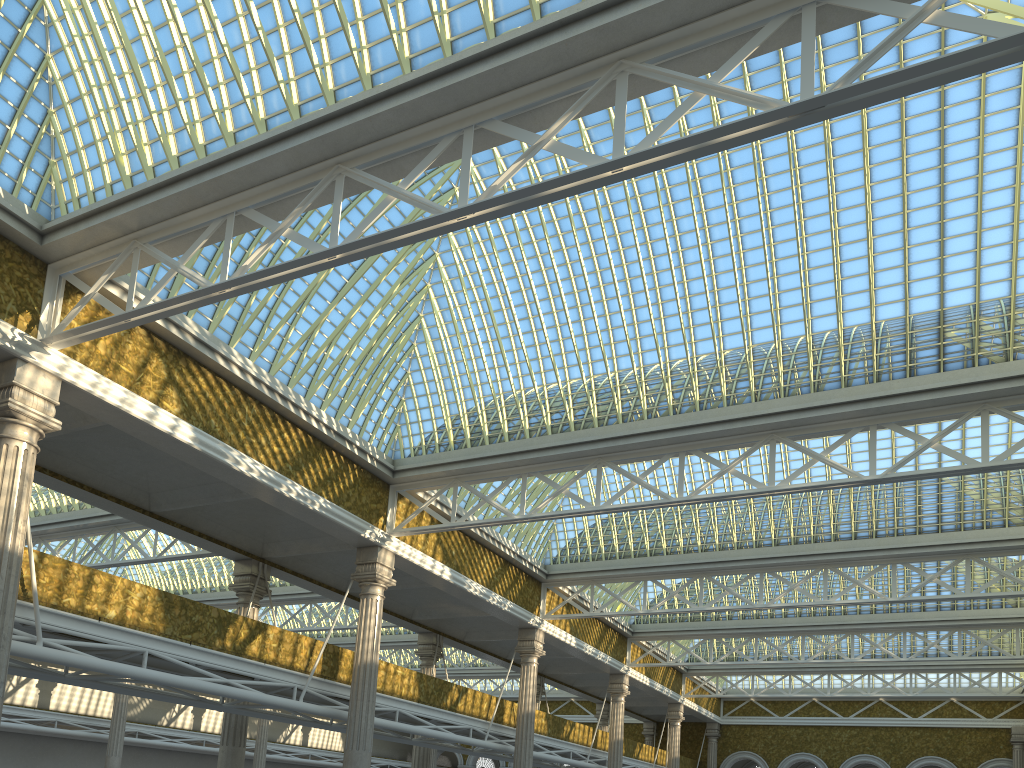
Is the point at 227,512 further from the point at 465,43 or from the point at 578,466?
the point at 465,43

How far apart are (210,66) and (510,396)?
12.2m
